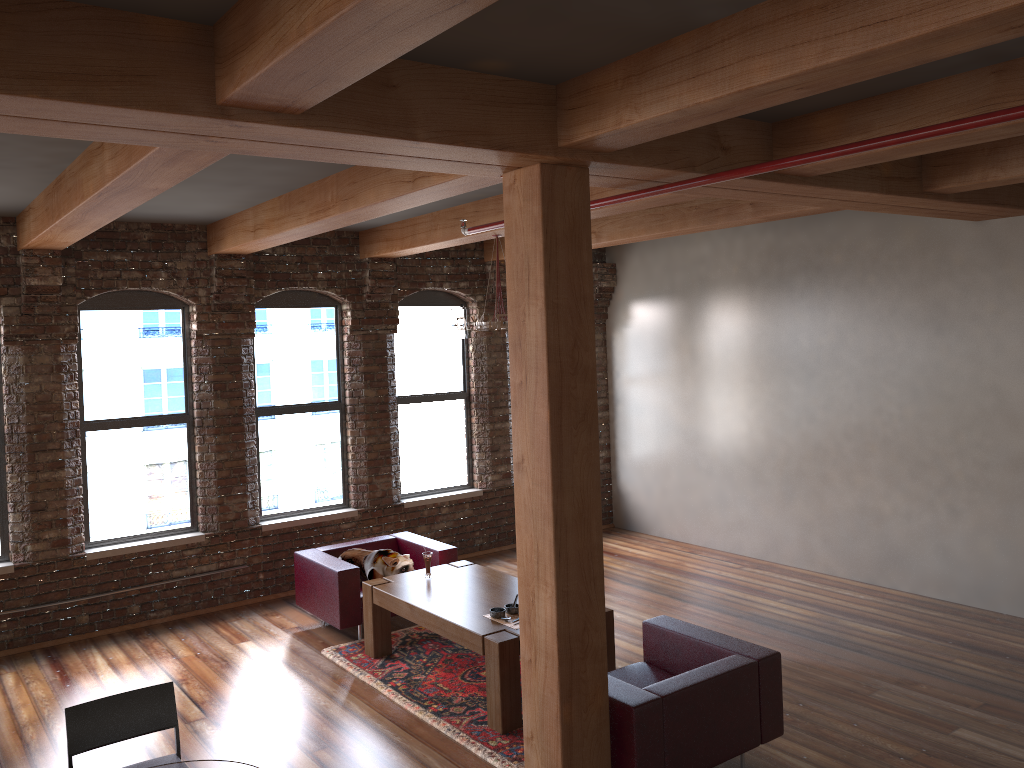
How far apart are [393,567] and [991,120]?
5.31m

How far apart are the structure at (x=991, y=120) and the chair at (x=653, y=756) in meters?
2.4

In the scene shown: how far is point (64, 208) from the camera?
5.2 meters

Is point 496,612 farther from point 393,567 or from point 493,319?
point 493,319

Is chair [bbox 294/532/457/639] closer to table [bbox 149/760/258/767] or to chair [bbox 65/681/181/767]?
chair [bbox 65/681/181/767]

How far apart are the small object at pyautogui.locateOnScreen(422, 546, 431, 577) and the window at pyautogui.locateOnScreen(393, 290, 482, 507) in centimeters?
242cm

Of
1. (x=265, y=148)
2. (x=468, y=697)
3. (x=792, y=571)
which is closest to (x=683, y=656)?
(x=468, y=697)

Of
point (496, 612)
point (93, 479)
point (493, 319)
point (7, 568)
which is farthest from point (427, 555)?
point (7, 568)

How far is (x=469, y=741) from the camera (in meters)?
5.13

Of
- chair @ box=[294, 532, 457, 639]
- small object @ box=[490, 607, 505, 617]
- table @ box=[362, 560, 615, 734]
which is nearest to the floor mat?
table @ box=[362, 560, 615, 734]
